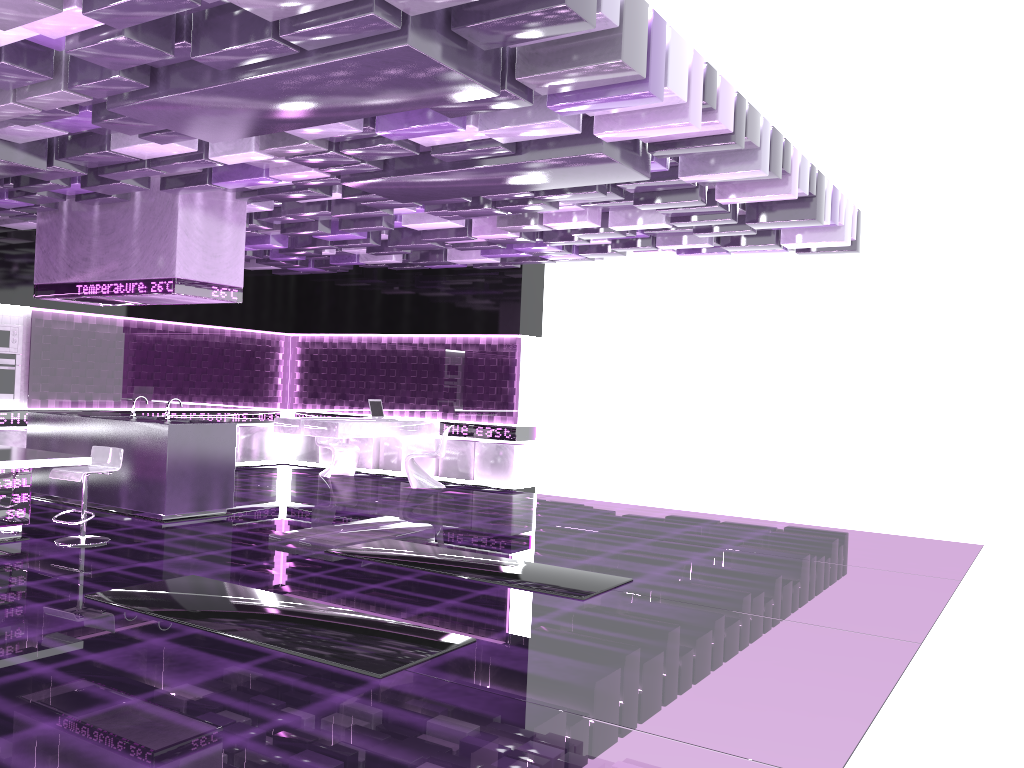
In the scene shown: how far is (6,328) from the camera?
10.6m

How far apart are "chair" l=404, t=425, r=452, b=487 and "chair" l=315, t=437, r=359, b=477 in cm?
131

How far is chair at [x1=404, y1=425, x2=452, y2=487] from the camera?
11.8m

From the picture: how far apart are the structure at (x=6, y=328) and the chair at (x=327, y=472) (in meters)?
3.80

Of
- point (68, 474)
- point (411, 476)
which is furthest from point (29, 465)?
point (411, 476)

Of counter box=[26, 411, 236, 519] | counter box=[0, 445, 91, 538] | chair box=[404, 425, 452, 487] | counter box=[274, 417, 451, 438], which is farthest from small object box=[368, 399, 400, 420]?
counter box=[0, 445, 91, 538]

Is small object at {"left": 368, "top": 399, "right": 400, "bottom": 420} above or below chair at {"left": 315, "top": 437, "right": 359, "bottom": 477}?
above

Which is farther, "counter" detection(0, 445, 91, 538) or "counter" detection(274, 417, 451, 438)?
"counter" detection(274, 417, 451, 438)

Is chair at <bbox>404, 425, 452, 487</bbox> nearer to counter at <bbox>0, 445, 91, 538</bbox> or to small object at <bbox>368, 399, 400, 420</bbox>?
small object at <bbox>368, 399, 400, 420</bbox>

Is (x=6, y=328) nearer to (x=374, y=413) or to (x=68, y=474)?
(x=374, y=413)
